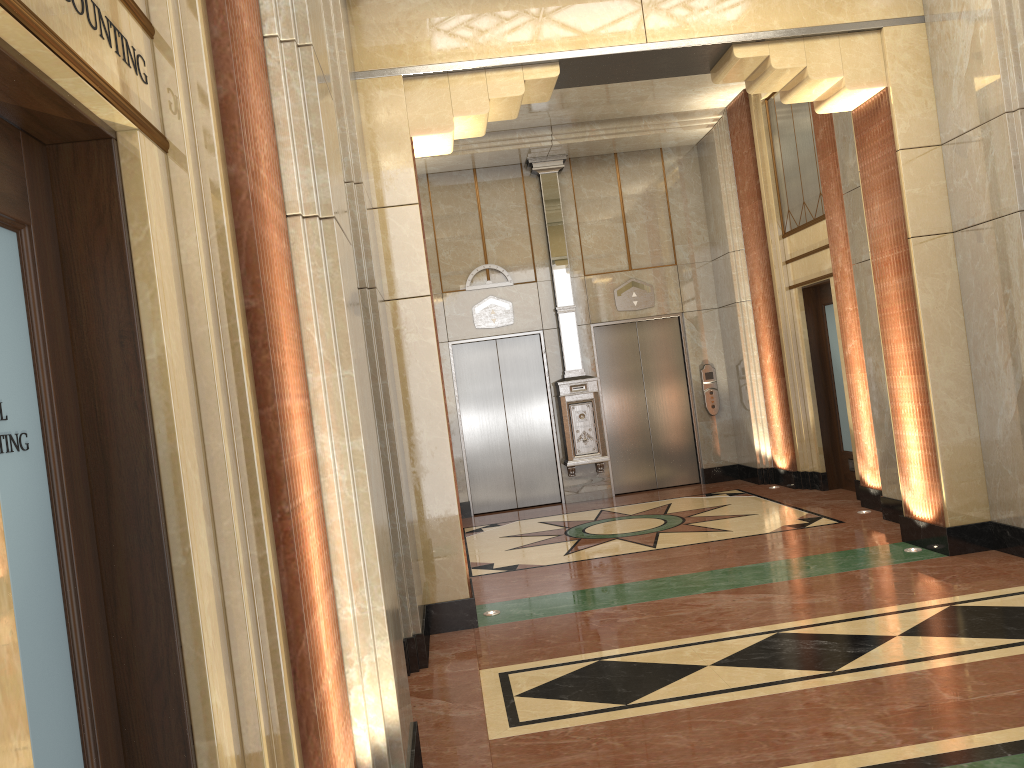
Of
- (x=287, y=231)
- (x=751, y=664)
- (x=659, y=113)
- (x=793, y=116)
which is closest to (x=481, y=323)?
(x=659, y=113)
